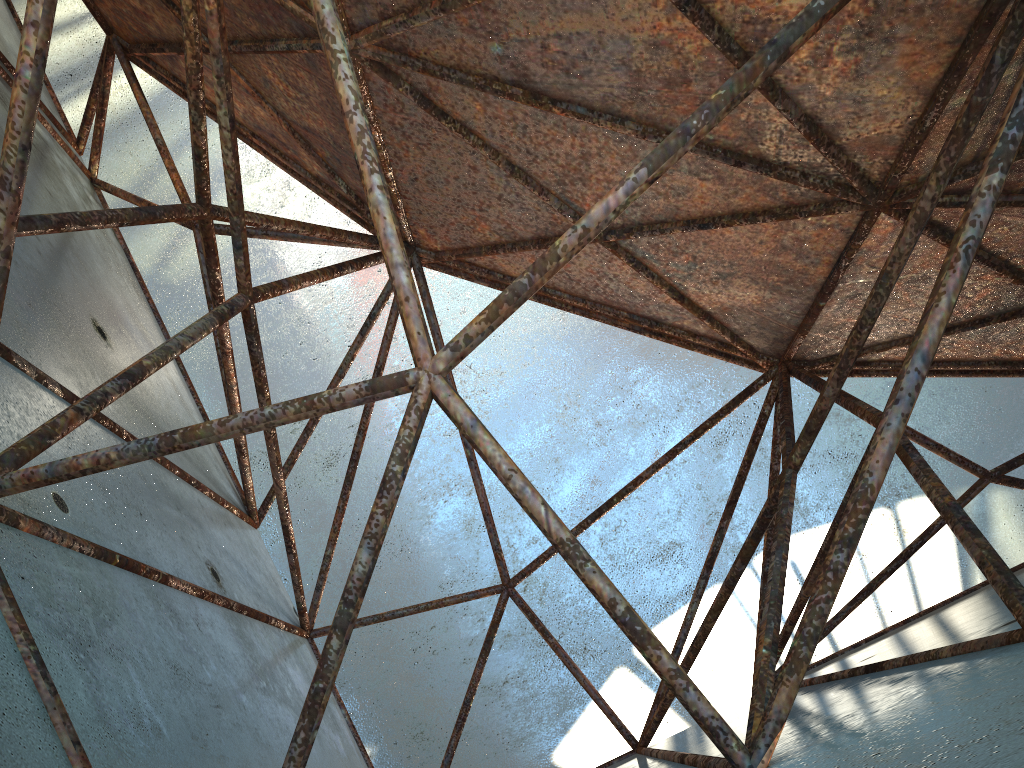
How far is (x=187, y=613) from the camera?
5.7m
